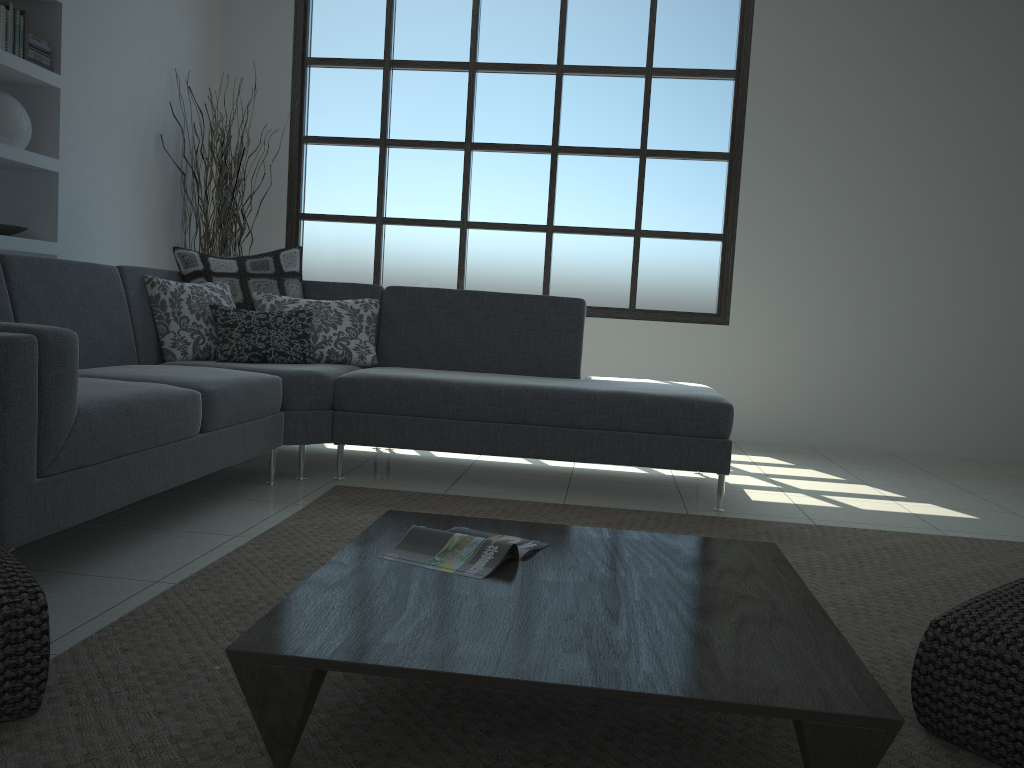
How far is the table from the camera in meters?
1.3

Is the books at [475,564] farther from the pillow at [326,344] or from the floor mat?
the pillow at [326,344]

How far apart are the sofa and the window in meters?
1.6

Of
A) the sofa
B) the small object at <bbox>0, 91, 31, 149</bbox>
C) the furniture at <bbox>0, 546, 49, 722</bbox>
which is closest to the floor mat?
the furniture at <bbox>0, 546, 49, 722</bbox>

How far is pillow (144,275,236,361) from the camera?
3.89m

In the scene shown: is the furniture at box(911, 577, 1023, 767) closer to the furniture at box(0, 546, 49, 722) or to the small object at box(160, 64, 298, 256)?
the furniture at box(0, 546, 49, 722)

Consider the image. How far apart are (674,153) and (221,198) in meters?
→ 2.9 m

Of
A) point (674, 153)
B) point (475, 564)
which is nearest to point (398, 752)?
point (475, 564)

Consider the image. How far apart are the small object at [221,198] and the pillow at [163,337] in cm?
141

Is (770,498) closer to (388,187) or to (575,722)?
(575,722)
